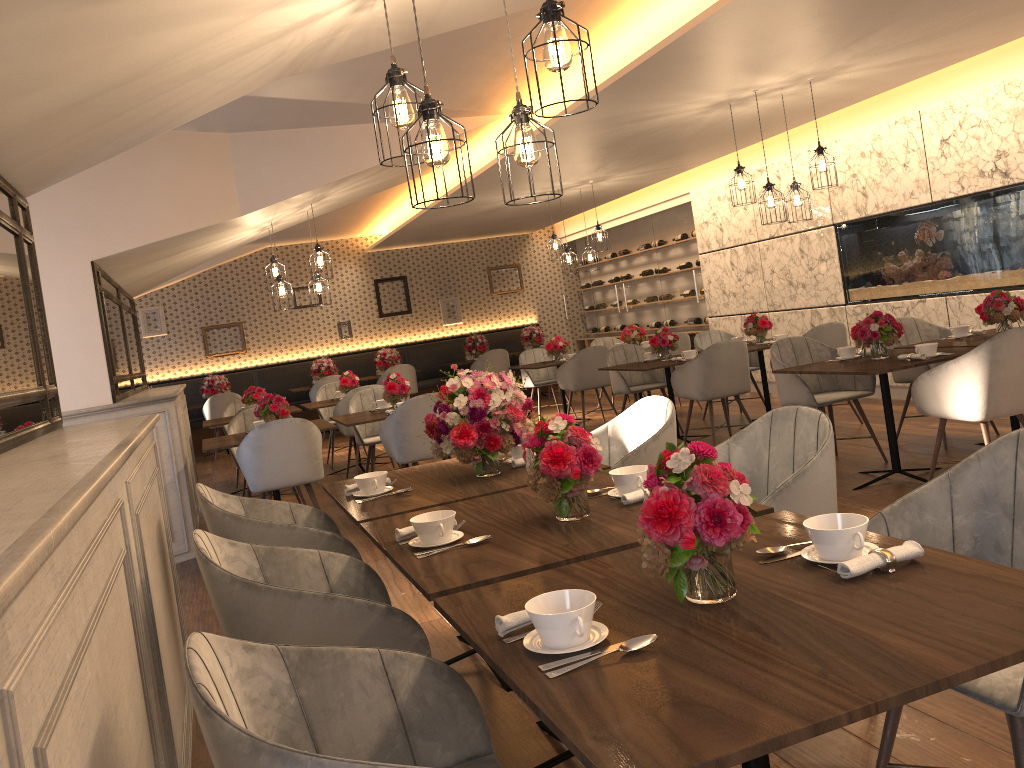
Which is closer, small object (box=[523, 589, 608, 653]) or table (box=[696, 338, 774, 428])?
small object (box=[523, 589, 608, 653])

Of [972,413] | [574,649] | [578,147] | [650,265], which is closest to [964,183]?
[578,147]

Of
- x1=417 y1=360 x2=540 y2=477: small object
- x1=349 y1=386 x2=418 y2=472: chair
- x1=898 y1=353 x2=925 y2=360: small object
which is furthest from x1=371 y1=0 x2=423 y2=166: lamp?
x1=349 y1=386 x2=418 y2=472: chair

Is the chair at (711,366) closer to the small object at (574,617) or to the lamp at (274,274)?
the lamp at (274,274)

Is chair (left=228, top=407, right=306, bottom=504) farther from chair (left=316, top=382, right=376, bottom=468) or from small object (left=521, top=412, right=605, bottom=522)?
small object (left=521, top=412, right=605, bottom=522)

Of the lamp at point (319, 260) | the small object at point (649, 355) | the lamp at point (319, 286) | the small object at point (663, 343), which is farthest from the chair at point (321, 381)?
the small object at point (663, 343)

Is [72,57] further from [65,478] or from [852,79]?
[852,79]

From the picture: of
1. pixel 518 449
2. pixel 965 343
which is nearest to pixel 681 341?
pixel 965 343

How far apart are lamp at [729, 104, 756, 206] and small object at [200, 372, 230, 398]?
8.14m

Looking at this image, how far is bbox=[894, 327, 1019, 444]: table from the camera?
5.4m
